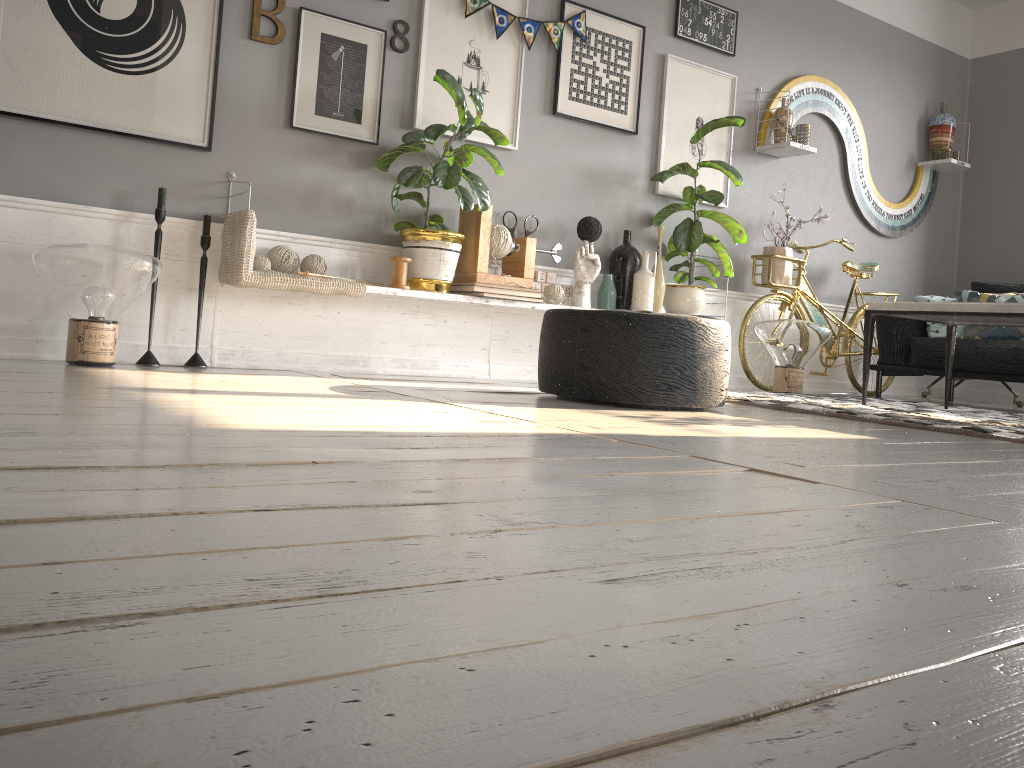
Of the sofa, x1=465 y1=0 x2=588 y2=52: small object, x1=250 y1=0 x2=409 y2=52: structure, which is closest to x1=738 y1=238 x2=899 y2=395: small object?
the sofa

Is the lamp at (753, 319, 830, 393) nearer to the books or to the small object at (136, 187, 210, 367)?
the books

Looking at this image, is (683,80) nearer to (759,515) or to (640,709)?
(759,515)

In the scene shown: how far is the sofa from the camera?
4.8 meters

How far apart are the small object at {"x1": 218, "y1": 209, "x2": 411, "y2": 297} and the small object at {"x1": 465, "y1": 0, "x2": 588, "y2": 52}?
1.3m

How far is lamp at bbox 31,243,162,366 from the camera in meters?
3.0

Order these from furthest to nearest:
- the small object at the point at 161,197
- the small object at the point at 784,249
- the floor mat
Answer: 1. the small object at the point at 784,249
2. the small object at the point at 161,197
3. the floor mat

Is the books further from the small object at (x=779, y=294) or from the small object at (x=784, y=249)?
the small object at (x=784, y=249)

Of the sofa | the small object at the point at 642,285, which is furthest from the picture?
the sofa

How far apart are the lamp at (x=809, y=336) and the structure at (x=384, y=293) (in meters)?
1.48
